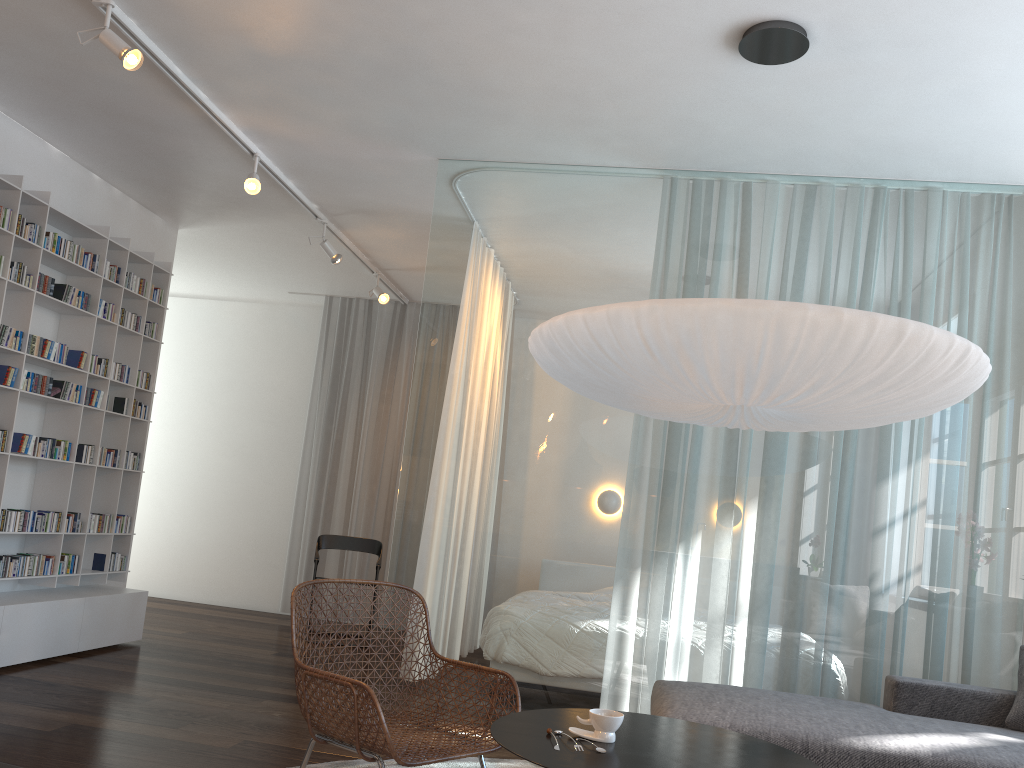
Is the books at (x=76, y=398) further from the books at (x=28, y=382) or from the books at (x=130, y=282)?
the books at (x=130, y=282)

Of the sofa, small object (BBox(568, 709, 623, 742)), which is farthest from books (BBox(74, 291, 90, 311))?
small object (BBox(568, 709, 623, 742))

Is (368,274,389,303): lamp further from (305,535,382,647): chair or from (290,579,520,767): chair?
(290,579,520,767): chair

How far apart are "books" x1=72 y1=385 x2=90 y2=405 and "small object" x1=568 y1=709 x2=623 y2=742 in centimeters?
384cm

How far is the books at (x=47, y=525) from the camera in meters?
4.8 m

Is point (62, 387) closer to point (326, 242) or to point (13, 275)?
point (13, 275)

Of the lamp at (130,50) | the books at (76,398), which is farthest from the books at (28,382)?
the lamp at (130,50)

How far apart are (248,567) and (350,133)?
4.7m

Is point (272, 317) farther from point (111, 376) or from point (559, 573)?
point (559, 573)

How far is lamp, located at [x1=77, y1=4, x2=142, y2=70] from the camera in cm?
330
